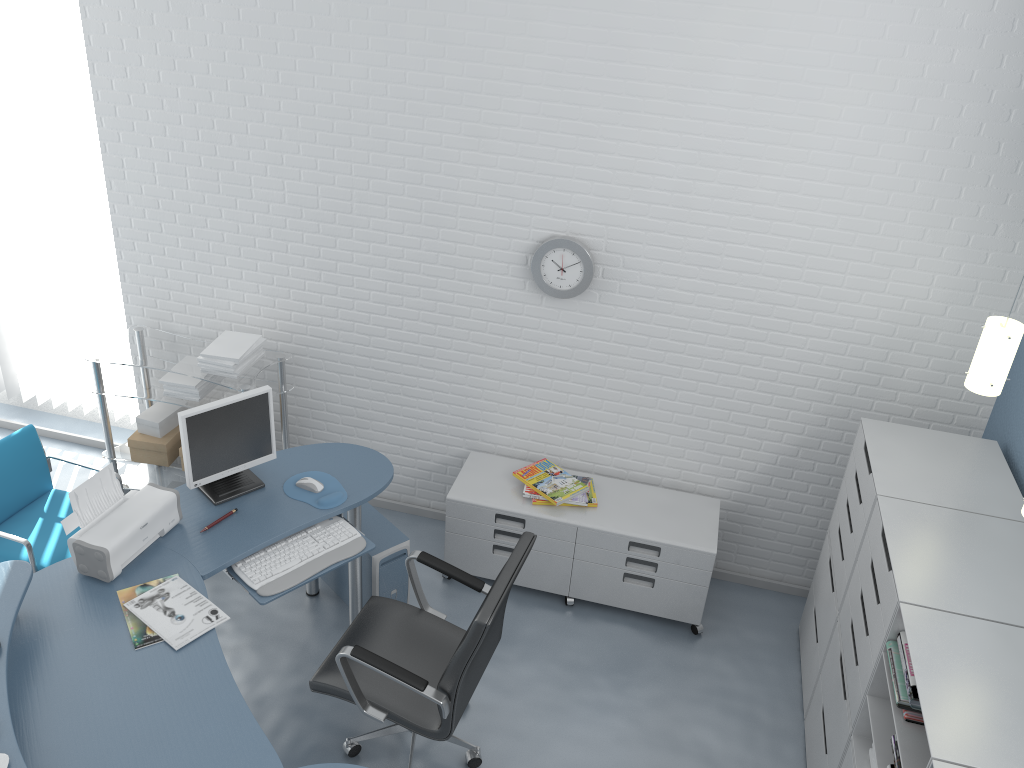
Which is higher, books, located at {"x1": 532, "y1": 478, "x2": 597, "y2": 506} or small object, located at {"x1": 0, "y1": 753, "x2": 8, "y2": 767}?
small object, located at {"x1": 0, "y1": 753, "x2": 8, "y2": 767}

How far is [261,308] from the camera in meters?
4.4

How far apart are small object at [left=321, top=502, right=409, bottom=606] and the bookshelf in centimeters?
176cm

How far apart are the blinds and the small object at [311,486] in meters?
1.8 m

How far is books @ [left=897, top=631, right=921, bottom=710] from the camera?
2.45m

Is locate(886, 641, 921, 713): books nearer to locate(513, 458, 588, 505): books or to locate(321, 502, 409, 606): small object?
locate(513, 458, 588, 505): books

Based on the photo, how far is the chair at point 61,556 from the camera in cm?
365

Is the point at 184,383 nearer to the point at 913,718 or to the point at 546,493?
the point at 546,493

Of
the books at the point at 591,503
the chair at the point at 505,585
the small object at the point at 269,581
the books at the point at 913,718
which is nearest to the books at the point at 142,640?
the small object at the point at 269,581

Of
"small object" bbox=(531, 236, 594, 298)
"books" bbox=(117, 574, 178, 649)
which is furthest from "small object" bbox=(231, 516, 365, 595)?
"small object" bbox=(531, 236, 594, 298)
